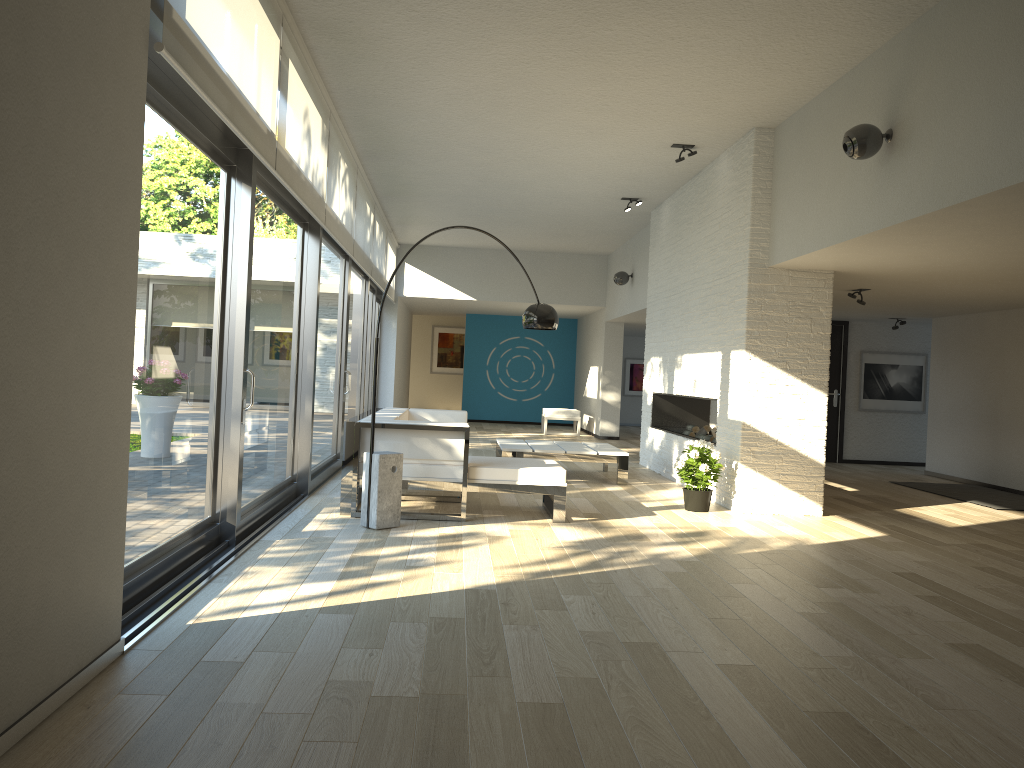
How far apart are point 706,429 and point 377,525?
4.4 meters

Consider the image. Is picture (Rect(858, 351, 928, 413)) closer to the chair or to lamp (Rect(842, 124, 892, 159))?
the chair

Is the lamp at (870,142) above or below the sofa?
above

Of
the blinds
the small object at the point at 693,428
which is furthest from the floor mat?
the blinds

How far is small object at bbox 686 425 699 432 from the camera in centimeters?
938cm

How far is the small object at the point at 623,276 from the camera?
12.41m

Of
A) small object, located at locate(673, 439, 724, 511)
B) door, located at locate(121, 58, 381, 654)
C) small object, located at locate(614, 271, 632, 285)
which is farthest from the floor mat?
door, located at locate(121, 58, 381, 654)

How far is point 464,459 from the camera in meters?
6.0

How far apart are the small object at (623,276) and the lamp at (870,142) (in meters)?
7.34

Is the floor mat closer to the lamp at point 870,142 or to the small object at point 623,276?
the lamp at point 870,142
